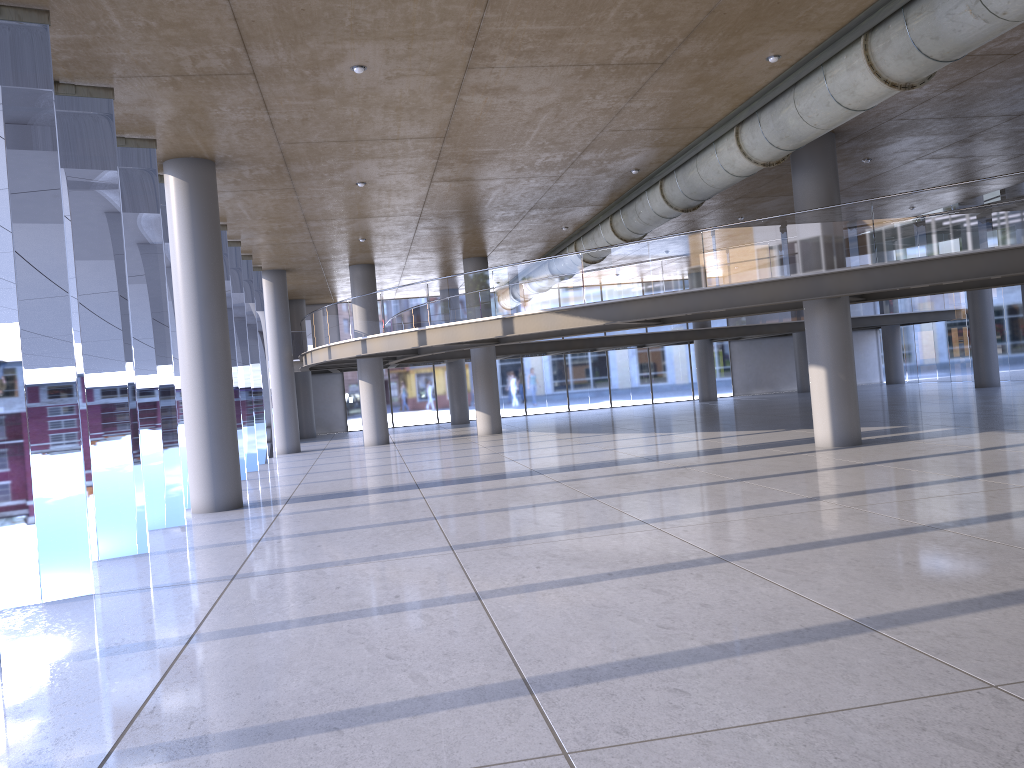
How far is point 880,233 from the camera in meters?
14.1
